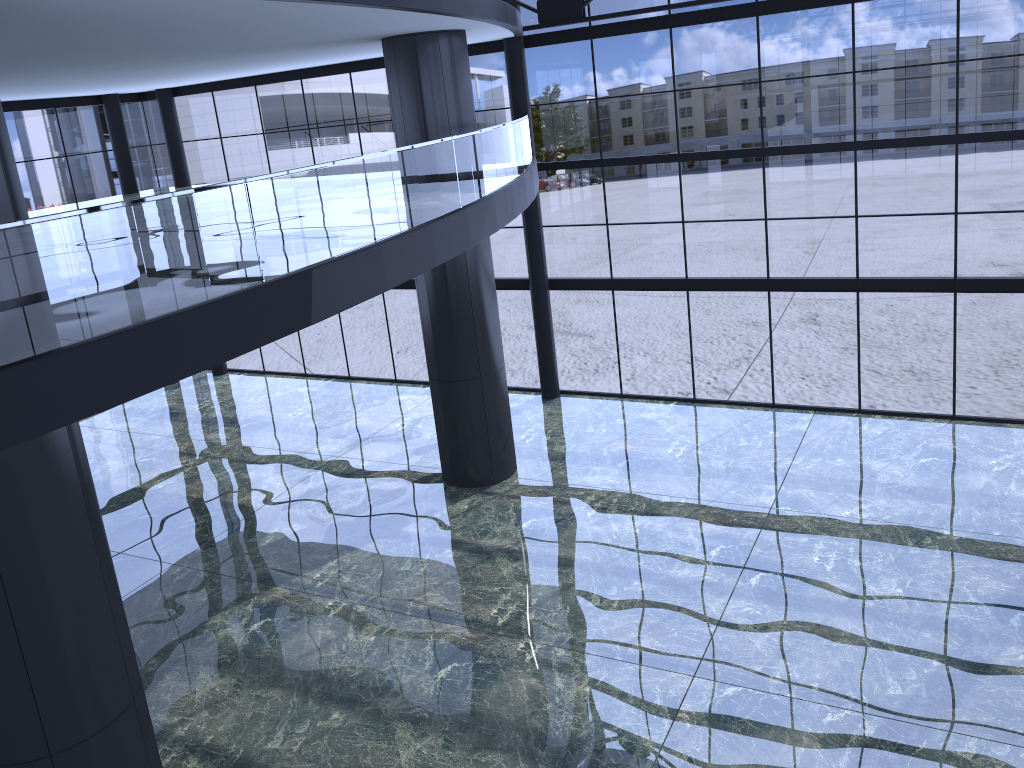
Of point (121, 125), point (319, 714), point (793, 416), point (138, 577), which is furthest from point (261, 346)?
point (121, 125)

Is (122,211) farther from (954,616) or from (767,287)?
(954,616)
